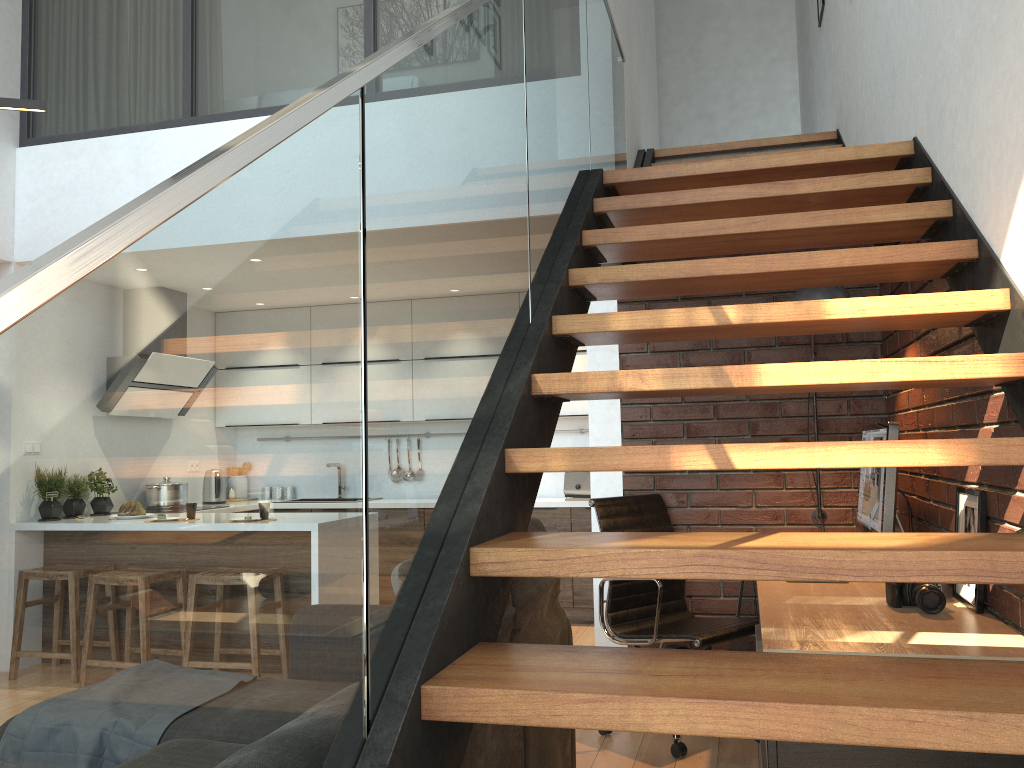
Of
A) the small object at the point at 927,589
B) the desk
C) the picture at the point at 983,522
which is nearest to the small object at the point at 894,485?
the desk

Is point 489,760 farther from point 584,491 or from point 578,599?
point 584,491

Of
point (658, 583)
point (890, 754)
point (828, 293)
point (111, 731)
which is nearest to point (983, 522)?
point (890, 754)

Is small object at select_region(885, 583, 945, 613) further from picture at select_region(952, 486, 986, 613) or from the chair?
the chair

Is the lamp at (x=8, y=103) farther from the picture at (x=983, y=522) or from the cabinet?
the cabinet

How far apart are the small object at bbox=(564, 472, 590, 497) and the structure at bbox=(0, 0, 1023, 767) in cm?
233

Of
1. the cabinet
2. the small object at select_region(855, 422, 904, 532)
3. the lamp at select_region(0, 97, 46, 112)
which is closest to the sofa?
the small object at select_region(855, 422, 904, 532)

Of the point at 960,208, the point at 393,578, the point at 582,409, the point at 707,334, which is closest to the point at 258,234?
the point at 393,578

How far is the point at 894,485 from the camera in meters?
3.0

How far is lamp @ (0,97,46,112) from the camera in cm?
244
